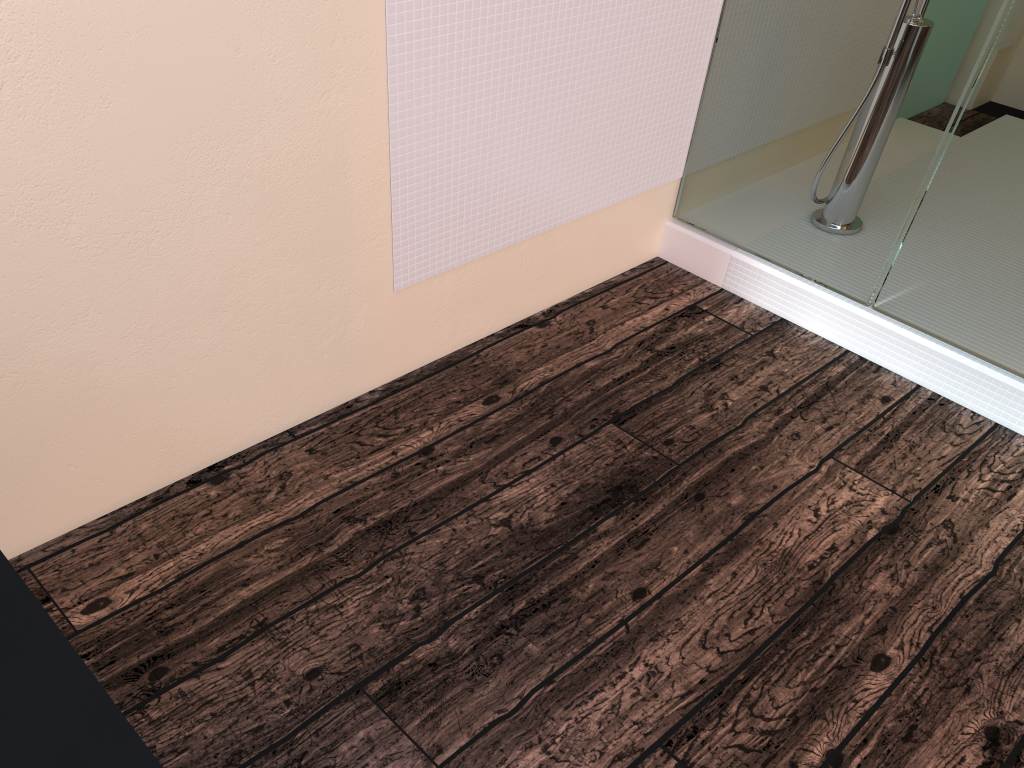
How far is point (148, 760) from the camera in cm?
58

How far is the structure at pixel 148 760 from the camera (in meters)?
0.58

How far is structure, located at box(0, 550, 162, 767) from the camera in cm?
58

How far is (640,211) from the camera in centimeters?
259cm
